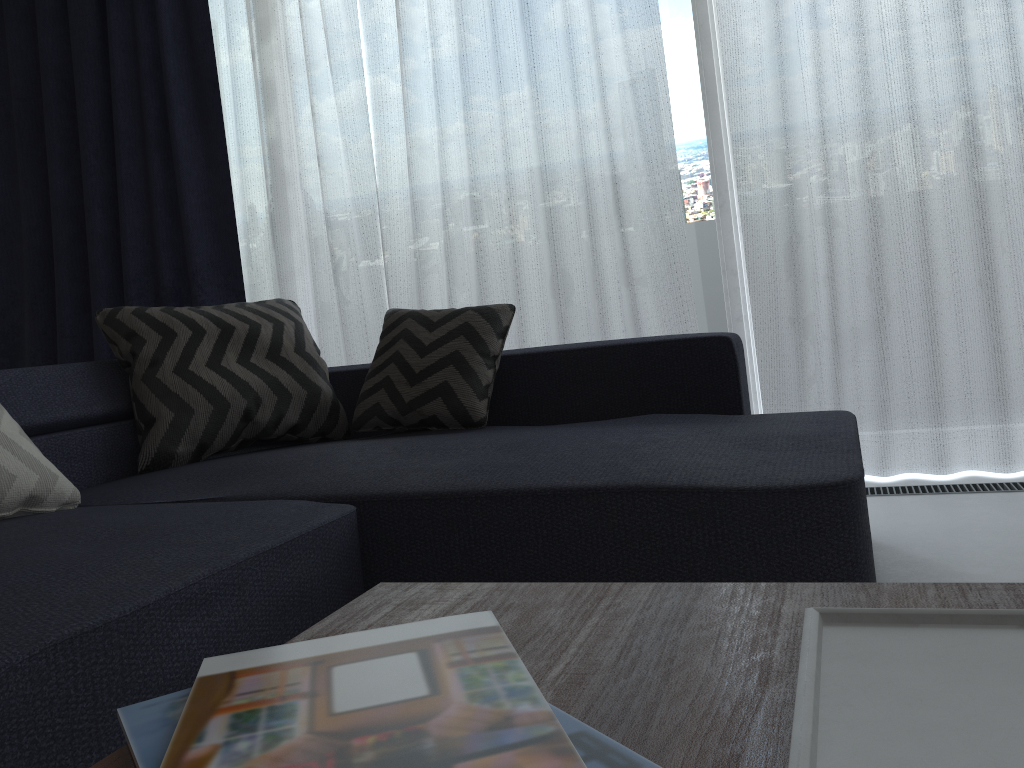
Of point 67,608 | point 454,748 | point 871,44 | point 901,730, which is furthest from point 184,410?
point 871,44

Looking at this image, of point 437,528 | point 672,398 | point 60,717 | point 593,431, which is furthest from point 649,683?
point 672,398

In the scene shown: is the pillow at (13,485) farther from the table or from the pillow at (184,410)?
the table

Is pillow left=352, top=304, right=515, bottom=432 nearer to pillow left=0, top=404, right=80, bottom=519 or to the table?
pillow left=0, top=404, right=80, bottom=519

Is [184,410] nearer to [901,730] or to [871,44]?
[901,730]

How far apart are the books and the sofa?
0.41m

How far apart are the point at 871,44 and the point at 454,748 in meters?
2.6 m

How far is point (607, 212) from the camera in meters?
3.0

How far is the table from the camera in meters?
0.5

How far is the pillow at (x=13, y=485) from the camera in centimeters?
162cm
